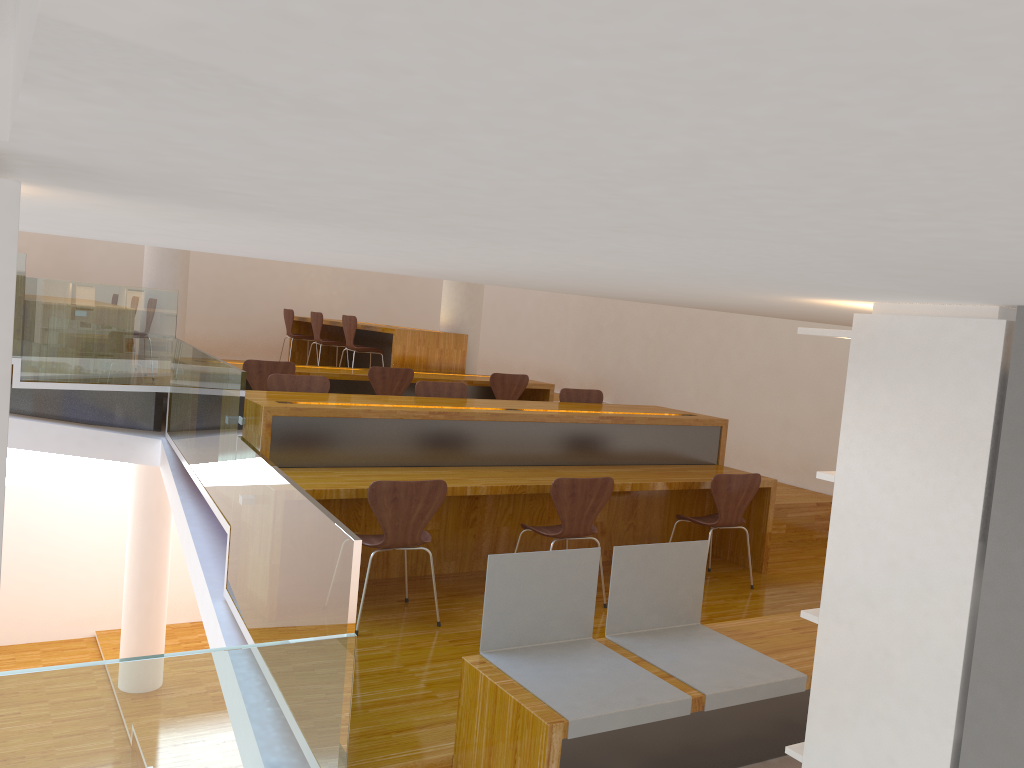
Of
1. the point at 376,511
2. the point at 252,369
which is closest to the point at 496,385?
the point at 252,369

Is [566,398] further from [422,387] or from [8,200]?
[8,200]

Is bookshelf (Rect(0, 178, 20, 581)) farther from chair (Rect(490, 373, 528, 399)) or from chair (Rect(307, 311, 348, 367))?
chair (Rect(307, 311, 348, 367))

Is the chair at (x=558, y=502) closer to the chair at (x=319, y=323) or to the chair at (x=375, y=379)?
the chair at (x=375, y=379)

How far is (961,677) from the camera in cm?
173

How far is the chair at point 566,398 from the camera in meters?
6.4 m

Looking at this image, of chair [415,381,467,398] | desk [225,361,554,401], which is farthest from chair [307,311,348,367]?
chair [415,381,467,398]

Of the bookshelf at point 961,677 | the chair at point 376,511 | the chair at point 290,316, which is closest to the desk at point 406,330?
the chair at point 290,316

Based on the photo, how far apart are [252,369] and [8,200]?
5.8 meters

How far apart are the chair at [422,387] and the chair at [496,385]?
1.6m
